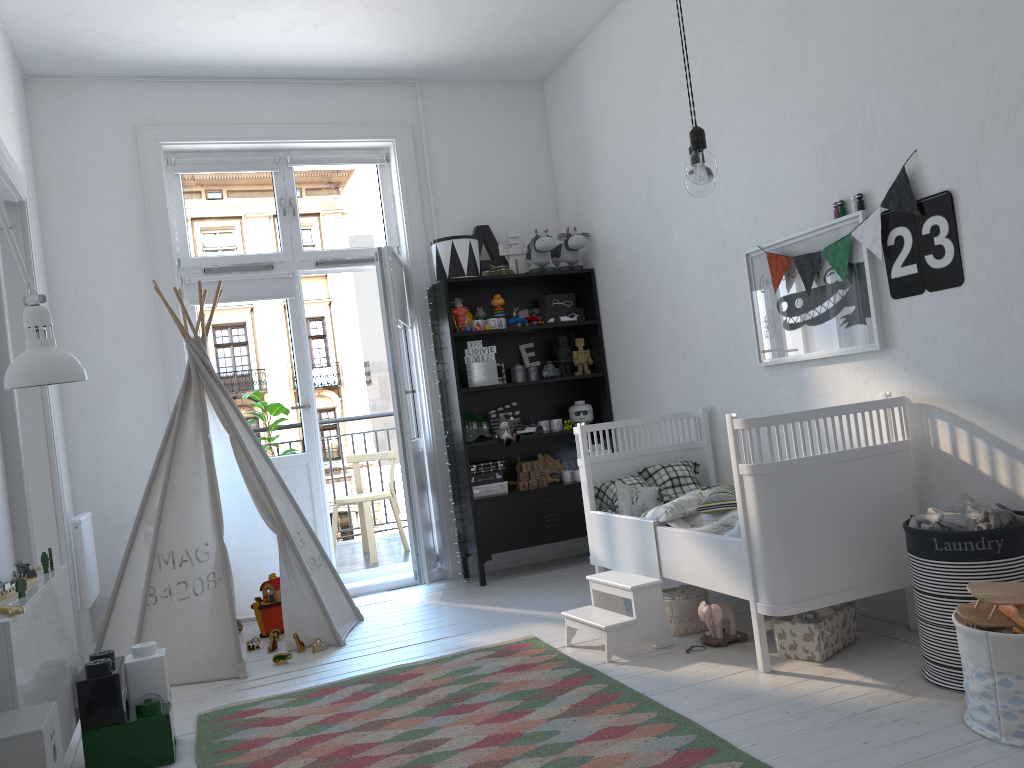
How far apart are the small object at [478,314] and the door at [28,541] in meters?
2.3

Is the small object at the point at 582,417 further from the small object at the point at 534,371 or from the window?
the window

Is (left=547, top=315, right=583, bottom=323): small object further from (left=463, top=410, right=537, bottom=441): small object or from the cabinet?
the cabinet

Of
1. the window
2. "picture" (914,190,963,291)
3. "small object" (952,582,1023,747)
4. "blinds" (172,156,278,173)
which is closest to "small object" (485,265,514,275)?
the window

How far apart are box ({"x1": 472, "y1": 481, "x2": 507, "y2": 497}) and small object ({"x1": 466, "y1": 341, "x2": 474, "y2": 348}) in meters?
0.8 m

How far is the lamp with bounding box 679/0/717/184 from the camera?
2.0 meters

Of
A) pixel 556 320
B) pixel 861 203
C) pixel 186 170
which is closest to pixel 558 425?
pixel 556 320

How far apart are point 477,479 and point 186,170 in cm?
234

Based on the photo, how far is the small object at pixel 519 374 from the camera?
5.17m

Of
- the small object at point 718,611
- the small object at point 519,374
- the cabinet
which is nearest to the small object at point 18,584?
the cabinet
